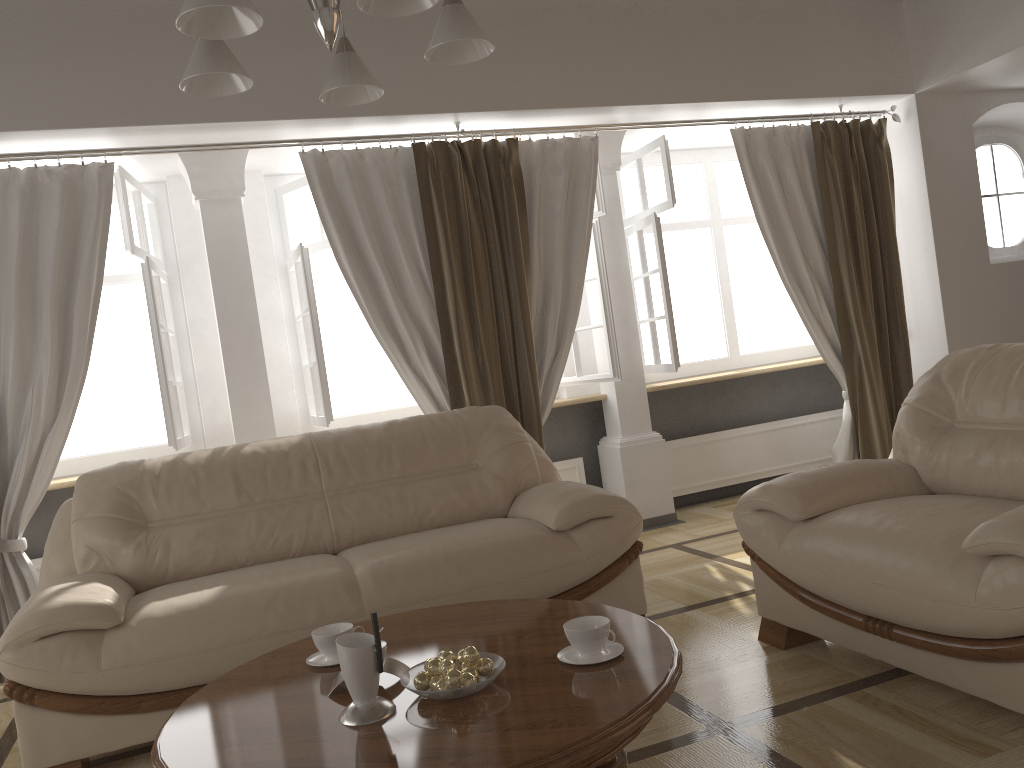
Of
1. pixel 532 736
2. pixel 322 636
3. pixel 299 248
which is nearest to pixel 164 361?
pixel 299 248

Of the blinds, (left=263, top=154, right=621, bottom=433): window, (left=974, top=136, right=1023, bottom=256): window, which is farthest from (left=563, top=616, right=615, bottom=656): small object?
(left=974, top=136, right=1023, bottom=256): window

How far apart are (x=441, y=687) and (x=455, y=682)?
0.0m

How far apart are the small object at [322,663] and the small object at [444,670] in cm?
46

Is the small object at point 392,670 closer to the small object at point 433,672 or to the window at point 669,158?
the small object at point 433,672

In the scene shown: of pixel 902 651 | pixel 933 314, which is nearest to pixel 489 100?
pixel 933 314

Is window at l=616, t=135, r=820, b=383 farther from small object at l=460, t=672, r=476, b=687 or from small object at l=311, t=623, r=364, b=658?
small object at l=460, t=672, r=476, b=687

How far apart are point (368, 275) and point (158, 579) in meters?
1.8 m

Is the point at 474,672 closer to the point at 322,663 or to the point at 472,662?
the point at 472,662

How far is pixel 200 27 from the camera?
1.79m
